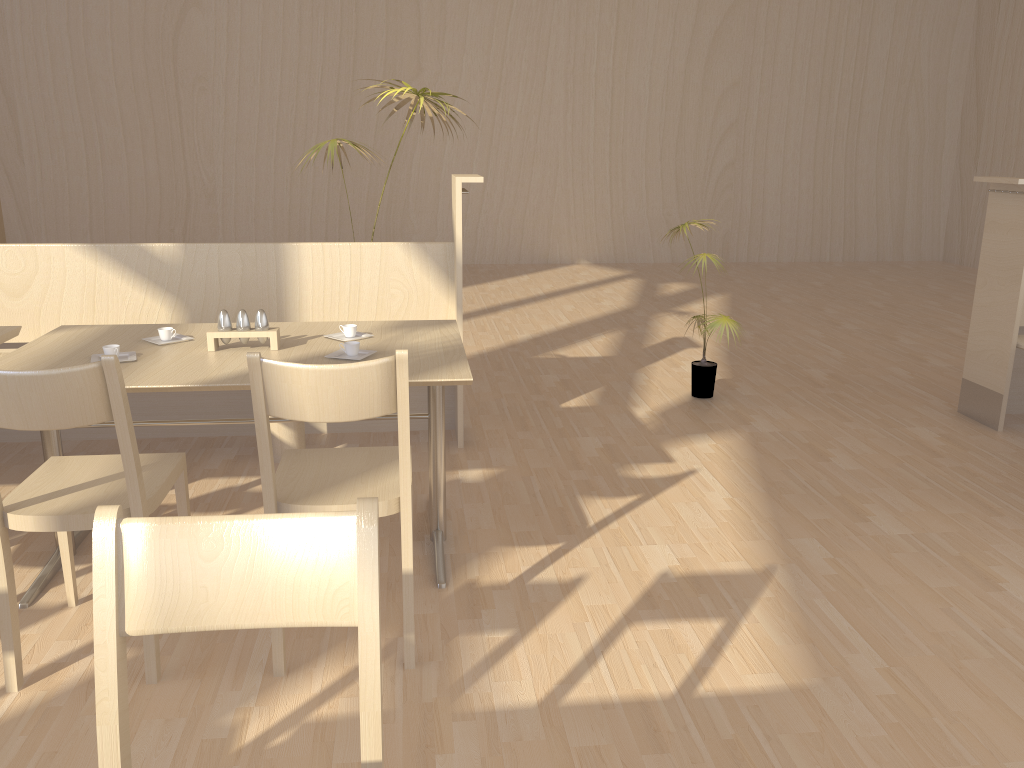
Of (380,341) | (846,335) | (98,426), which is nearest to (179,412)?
(98,426)

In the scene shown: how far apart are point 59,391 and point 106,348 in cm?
65

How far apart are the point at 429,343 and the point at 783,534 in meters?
1.3

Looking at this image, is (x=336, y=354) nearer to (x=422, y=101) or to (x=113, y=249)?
(x=113, y=249)

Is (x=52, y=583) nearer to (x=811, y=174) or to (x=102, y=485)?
(x=102, y=485)

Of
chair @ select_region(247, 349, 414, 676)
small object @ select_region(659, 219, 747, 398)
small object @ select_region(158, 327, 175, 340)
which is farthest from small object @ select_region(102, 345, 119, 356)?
small object @ select_region(659, 219, 747, 398)

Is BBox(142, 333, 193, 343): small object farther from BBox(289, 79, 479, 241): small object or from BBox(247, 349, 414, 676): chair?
BBox(289, 79, 479, 241): small object

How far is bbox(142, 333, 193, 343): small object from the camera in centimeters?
269cm

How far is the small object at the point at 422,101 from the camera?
3.8 meters

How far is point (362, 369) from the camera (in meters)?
1.86
